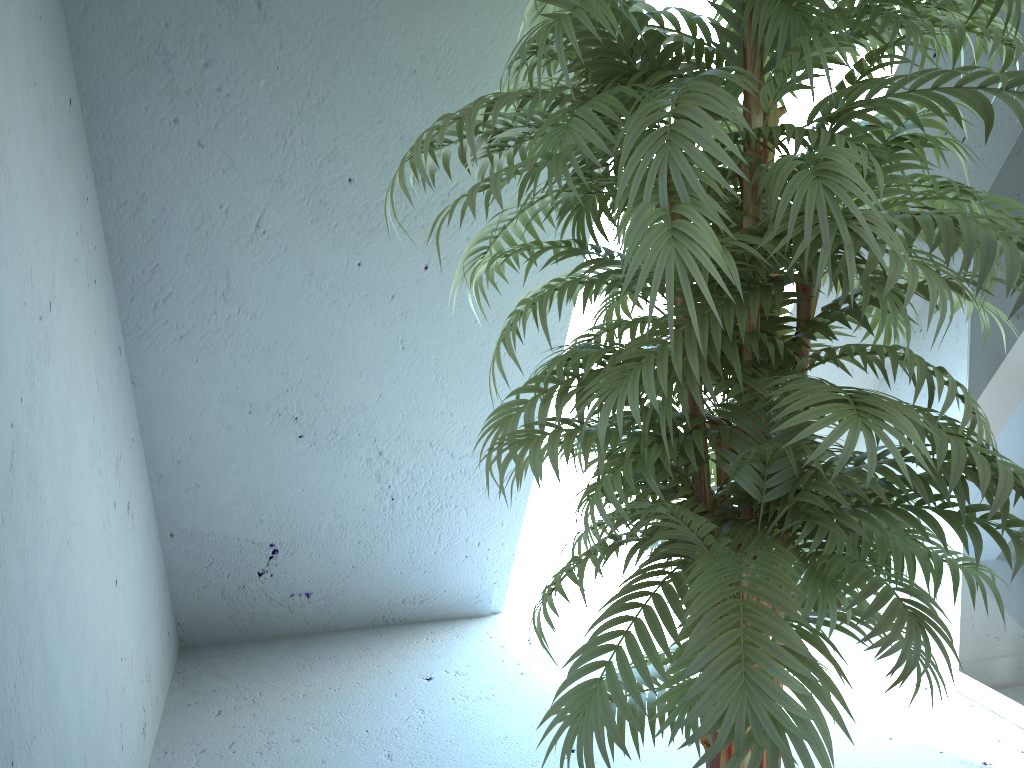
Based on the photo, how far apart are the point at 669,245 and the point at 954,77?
0.54m

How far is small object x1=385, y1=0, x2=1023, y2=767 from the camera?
1.0m

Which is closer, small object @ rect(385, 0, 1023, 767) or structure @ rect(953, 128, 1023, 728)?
small object @ rect(385, 0, 1023, 767)

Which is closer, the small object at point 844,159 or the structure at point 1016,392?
the small object at point 844,159

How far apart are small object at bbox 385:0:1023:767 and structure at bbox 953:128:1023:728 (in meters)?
0.89

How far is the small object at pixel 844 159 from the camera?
0.96m

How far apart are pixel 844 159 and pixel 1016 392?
1.7m

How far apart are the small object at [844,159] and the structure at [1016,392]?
0.9 meters

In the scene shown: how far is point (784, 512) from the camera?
1.2 meters
